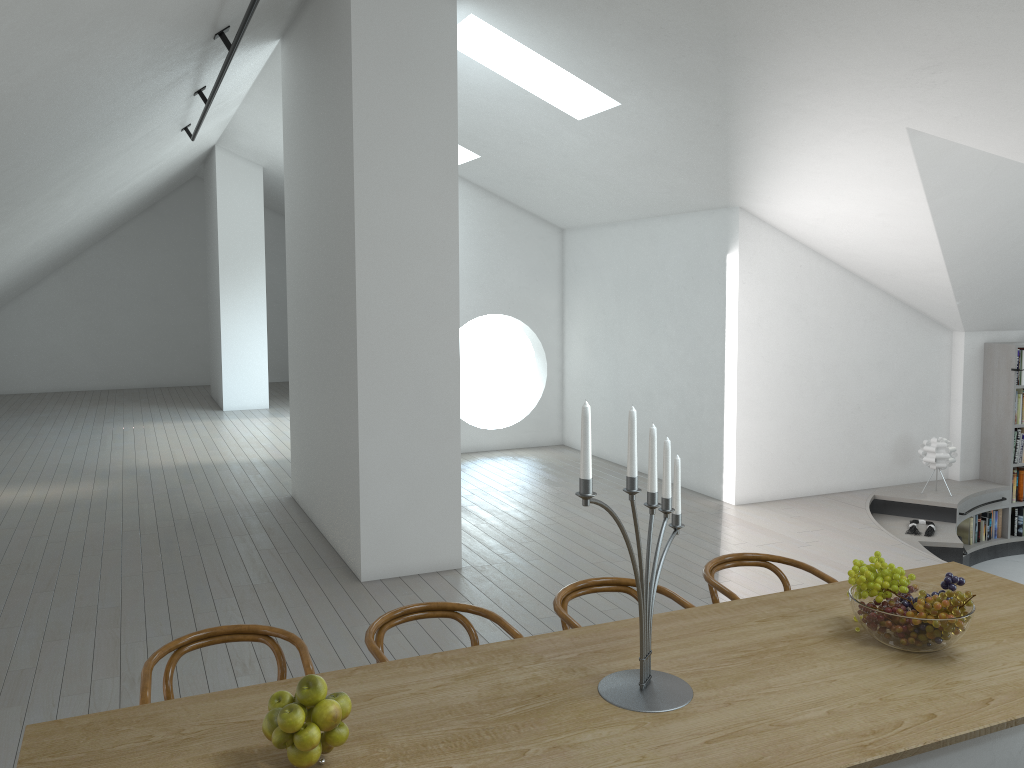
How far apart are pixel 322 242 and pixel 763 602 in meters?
4.5 m

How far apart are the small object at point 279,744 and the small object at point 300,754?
0.0m

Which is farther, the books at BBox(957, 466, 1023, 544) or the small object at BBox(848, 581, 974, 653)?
the books at BBox(957, 466, 1023, 544)

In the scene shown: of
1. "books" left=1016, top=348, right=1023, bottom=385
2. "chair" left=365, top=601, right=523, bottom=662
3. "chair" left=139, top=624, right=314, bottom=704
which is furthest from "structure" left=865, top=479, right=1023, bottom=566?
"chair" left=139, top=624, right=314, bottom=704

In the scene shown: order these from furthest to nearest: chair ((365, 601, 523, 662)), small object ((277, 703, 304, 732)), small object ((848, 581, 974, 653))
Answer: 1. chair ((365, 601, 523, 662))
2. small object ((848, 581, 974, 653))
3. small object ((277, 703, 304, 732))

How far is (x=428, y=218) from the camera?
5.8m

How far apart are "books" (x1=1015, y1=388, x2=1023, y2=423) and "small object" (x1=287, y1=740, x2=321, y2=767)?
8.42m

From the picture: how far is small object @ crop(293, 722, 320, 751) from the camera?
2.02m

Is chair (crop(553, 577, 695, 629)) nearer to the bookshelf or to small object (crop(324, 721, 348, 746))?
small object (crop(324, 721, 348, 746))

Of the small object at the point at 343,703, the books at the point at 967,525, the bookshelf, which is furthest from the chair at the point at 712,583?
the bookshelf
